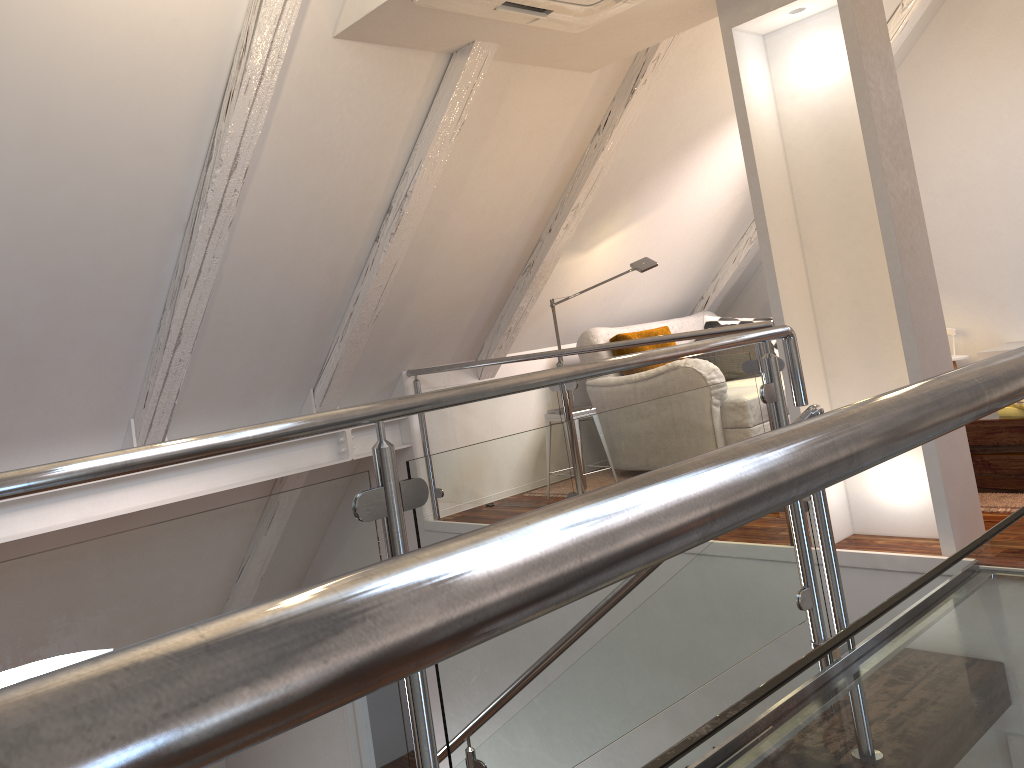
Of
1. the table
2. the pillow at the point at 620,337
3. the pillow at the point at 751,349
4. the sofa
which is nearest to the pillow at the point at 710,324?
the sofa

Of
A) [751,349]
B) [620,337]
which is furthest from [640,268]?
[751,349]

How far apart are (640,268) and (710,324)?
1.3m

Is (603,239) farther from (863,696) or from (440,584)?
(440,584)

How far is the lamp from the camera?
4.44m

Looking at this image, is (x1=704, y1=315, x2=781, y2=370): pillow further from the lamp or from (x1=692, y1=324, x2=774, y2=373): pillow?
the lamp

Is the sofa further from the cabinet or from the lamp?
the cabinet

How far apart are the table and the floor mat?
0.0m

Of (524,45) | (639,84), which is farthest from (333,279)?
(639,84)

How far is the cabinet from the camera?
4.9m
